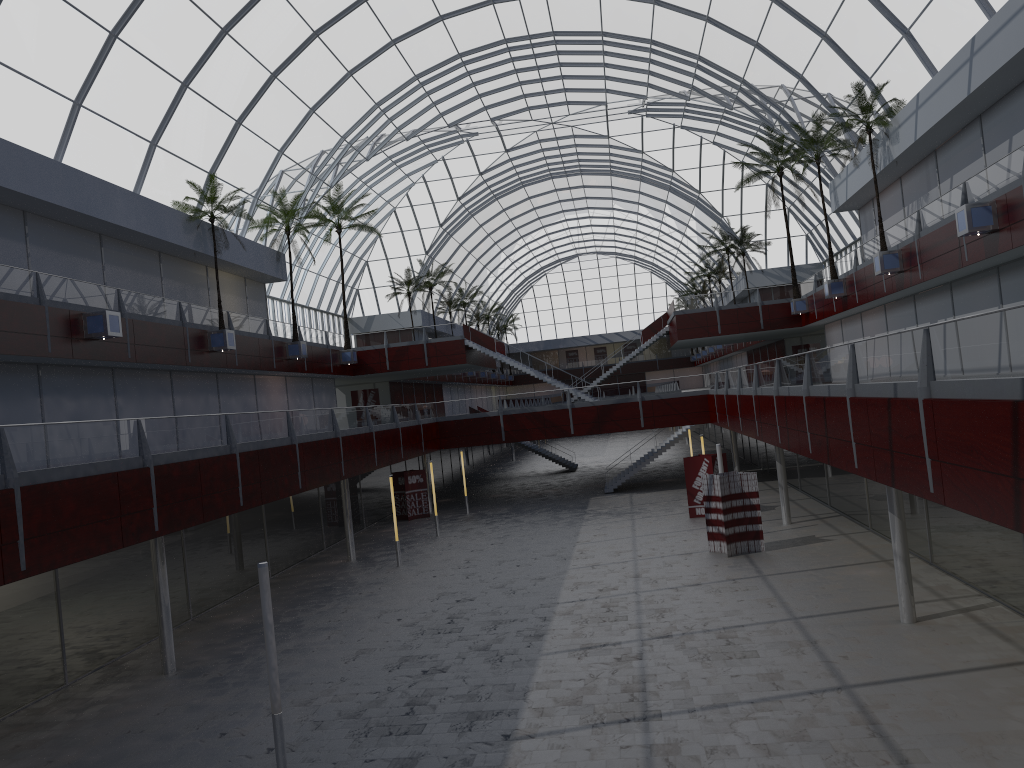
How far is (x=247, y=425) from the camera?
30.47m
